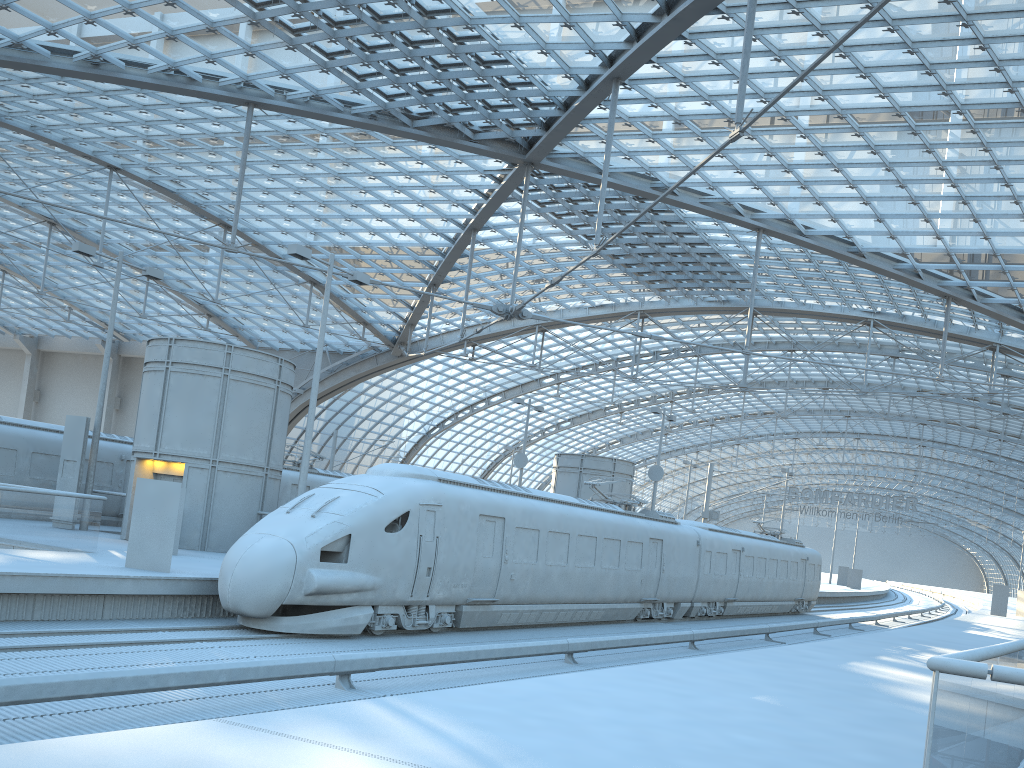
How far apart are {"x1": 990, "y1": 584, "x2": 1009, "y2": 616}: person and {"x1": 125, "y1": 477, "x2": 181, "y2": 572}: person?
47.28m

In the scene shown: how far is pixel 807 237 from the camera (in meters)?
38.65

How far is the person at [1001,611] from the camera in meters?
48.3 m

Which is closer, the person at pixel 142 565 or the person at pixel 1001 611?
the person at pixel 142 565

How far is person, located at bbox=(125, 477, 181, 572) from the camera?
15.85m

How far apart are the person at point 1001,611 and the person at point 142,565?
47.3m

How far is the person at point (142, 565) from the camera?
15.85m

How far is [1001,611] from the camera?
48.3 meters

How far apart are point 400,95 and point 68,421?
16.5m
